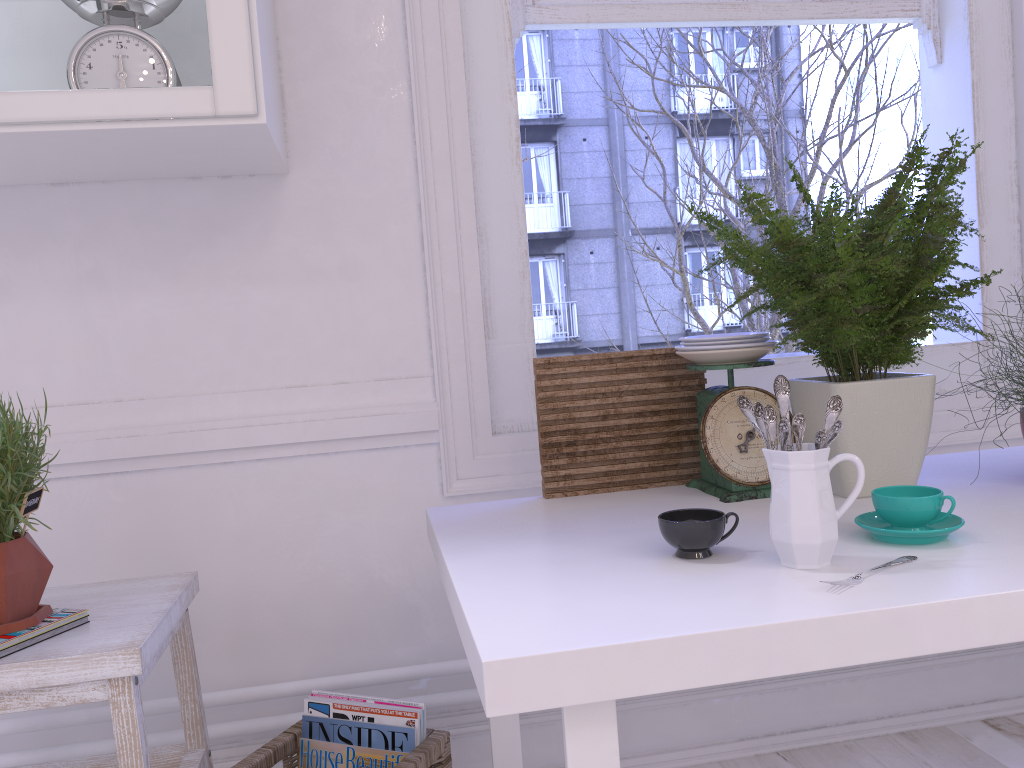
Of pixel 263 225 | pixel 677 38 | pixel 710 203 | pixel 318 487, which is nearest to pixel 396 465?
pixel 318 487

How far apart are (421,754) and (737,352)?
0.8m

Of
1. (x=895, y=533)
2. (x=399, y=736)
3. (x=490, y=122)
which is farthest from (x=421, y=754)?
(x=490, y=122)

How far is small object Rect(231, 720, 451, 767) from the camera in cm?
135

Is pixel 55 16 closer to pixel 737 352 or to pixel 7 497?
pixel 7 497

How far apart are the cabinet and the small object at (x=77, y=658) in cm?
70

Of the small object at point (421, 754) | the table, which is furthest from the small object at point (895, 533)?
the small object at point (421, 754)

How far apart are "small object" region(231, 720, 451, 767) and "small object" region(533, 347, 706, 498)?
0.41m

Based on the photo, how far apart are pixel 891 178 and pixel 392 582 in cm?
115

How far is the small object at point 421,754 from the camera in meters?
1.4 m
